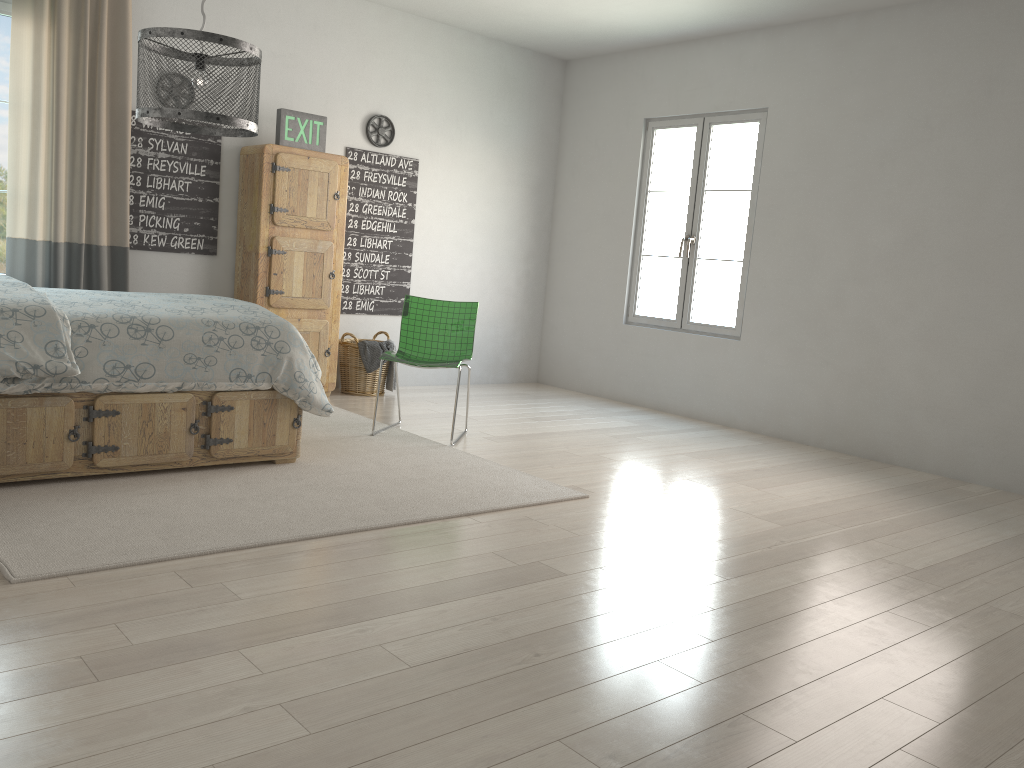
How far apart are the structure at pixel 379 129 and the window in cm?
221

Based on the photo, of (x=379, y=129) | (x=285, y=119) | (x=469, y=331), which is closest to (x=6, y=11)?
(x=285, y=119)

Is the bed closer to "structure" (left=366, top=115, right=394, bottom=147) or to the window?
the window

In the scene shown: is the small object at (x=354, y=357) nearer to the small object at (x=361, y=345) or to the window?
the small object at (x=361, y=345)

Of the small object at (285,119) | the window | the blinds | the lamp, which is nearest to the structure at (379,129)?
the small object at (285,119)

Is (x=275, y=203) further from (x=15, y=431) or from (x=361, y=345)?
(x=15, y=431)

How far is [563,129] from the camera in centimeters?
728cm

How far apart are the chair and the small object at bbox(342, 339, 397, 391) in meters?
1.0 m

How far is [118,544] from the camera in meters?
2.8 m

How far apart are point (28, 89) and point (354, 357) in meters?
2.4 m
